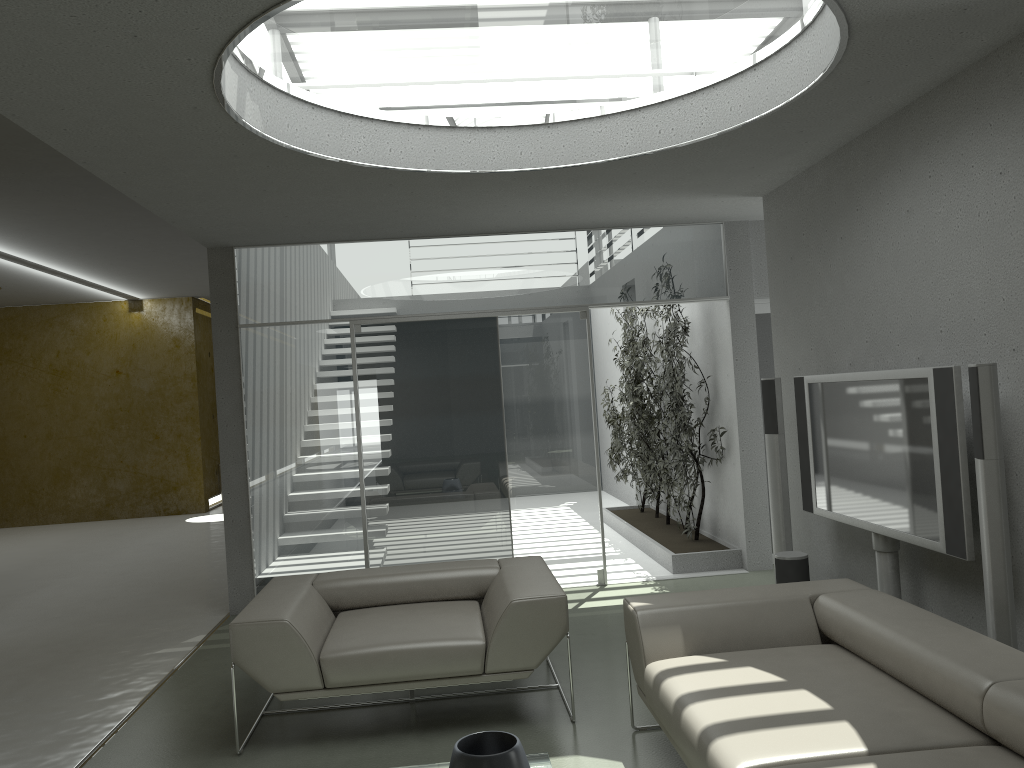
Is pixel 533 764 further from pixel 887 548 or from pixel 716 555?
pixel 716 555

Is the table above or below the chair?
below

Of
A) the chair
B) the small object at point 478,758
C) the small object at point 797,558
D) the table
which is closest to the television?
the small object at point 797,558

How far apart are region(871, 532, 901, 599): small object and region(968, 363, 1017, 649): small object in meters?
1.1 m

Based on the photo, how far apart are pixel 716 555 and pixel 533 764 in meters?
4.2 m

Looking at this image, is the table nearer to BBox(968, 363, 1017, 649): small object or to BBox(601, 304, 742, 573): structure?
BBox(968, 363, 1017, 649): small object

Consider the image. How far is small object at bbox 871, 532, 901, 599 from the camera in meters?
4.3

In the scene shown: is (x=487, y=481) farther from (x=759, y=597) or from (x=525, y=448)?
(x=759, y=597)

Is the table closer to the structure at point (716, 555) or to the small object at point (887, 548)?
the small object at point (887, 548)

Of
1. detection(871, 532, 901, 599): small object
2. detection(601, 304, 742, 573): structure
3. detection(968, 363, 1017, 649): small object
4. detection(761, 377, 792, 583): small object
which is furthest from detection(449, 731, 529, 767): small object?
detection(601, 304, 742, 573): structure
